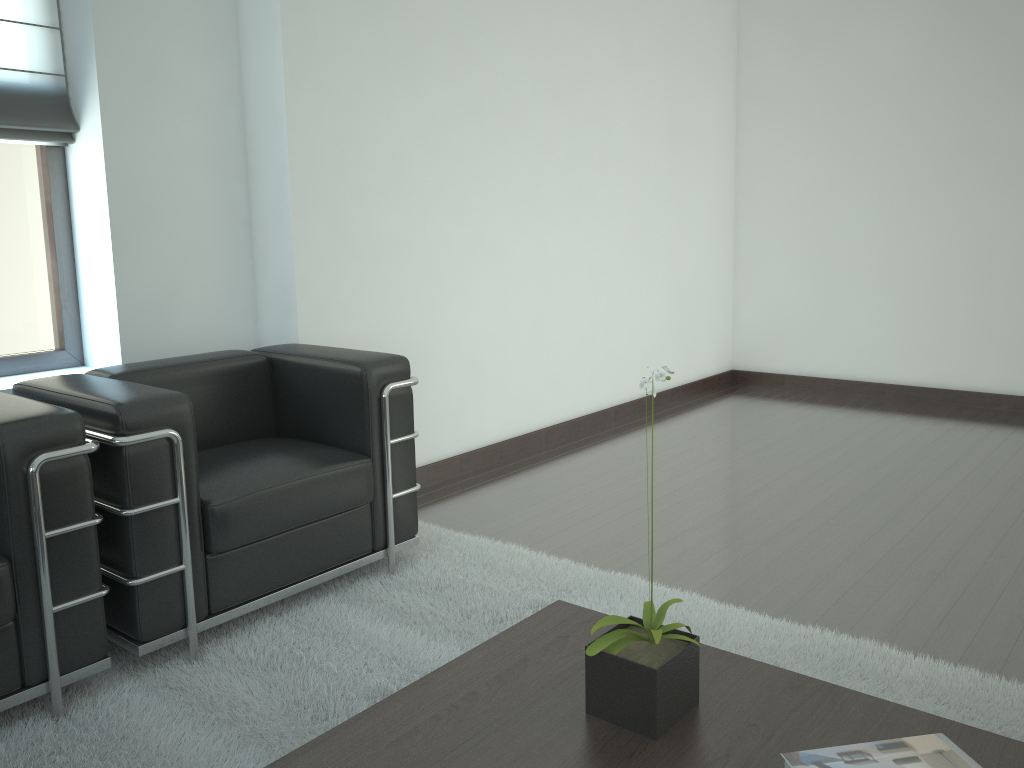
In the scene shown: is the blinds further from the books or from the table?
the books

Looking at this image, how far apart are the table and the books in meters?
0.1

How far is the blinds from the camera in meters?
4.6 m

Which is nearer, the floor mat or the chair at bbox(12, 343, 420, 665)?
the floor mat

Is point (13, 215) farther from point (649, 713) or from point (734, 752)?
point (734, 752)

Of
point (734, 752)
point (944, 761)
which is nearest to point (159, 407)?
point (734, 752)

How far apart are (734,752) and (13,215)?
4.6m

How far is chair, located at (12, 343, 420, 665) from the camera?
3.5 meters

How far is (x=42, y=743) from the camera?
3.2 meters

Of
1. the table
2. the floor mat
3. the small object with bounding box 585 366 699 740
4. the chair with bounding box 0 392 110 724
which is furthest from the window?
the small object with bounding box 585 366 699 740
